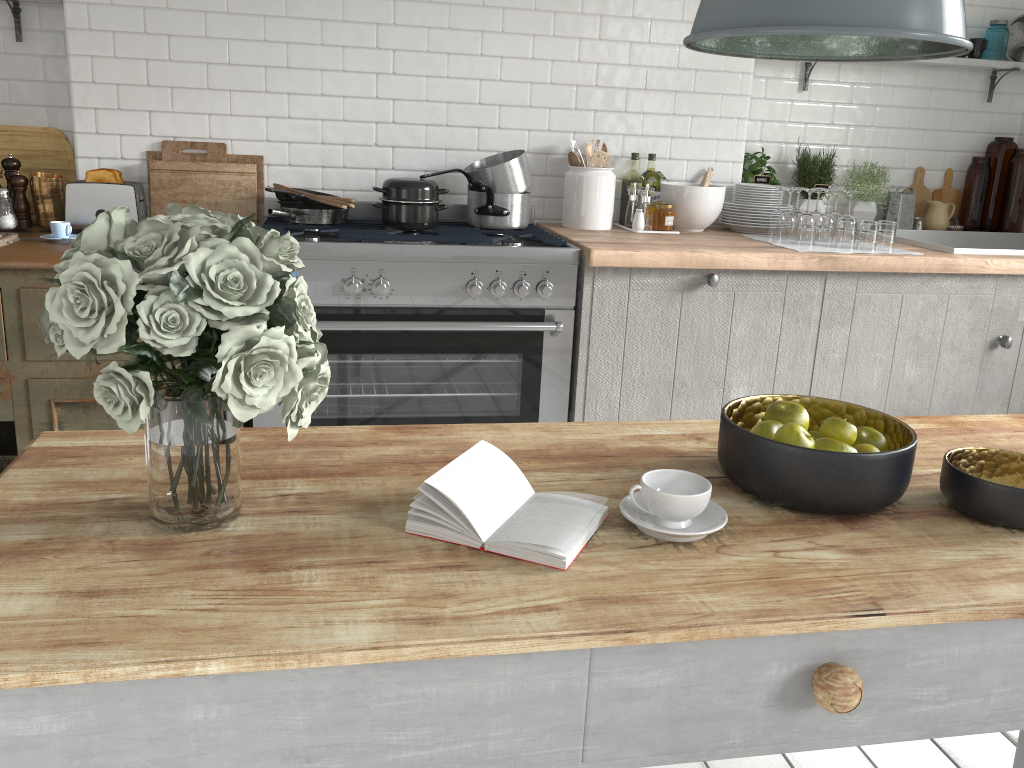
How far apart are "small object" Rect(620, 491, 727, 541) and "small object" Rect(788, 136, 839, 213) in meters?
3.6

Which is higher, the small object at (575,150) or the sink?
the small object at (575,150)

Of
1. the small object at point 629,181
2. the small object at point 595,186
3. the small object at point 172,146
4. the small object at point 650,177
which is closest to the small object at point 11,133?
the small object at point 172,146

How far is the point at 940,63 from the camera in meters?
4.7

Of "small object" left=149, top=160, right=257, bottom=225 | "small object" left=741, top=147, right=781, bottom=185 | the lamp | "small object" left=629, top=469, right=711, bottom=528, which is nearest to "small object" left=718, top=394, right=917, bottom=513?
"small object" left=629, top=469, right=711, bottom=528

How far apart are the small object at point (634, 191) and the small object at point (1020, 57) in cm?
237

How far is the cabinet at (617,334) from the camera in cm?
373

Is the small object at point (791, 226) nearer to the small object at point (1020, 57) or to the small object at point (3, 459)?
the small object at point (1020, 57)

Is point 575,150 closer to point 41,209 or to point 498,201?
point 498,201

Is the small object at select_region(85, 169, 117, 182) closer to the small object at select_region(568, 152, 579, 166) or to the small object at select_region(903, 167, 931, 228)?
the small object at select_region(568, 152, 579, 166)
